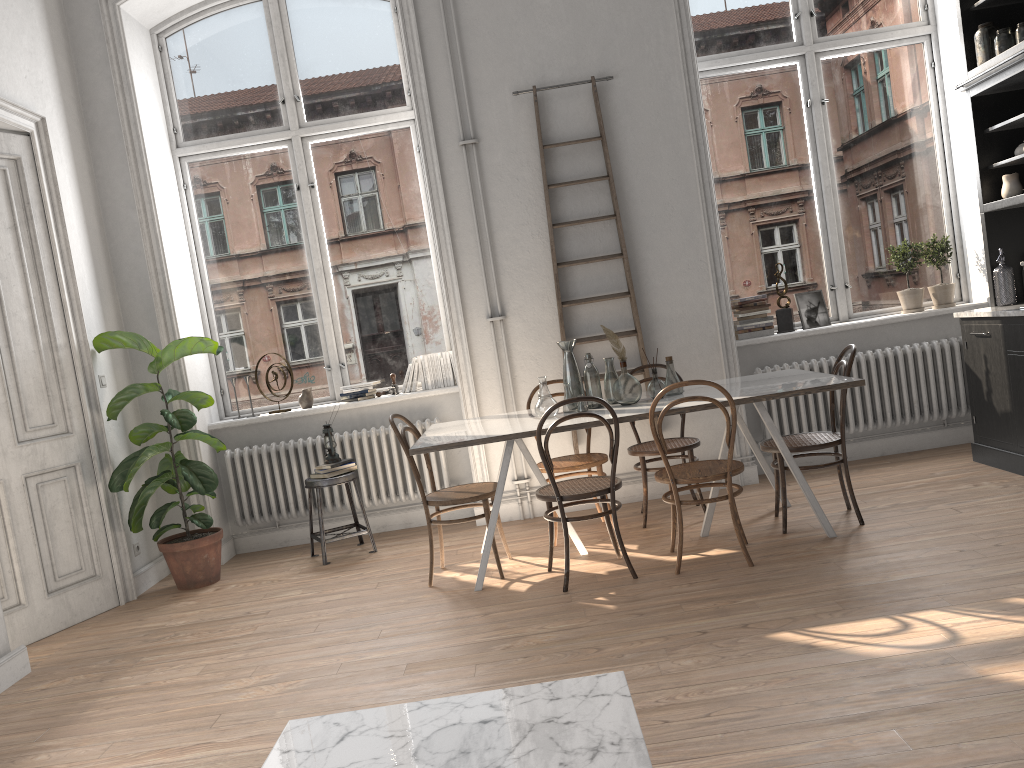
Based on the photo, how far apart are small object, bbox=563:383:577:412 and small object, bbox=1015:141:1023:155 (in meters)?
3.08

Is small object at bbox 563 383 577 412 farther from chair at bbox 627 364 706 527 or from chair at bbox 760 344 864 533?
chair at bbox 760 344 864 533

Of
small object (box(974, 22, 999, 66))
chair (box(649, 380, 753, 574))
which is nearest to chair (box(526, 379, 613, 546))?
chair (box(649, 380, 753, 574))

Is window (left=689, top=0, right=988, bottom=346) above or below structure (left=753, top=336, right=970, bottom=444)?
above

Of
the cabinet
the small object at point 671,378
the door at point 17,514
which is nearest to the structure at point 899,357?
the cabinet

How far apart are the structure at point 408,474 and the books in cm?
175

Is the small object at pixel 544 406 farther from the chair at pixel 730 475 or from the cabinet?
the cabinet

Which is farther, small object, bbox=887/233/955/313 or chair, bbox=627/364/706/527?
small object, bbox=887/233/955/313

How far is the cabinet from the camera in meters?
5.0 m

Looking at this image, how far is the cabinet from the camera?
5.0 meters
